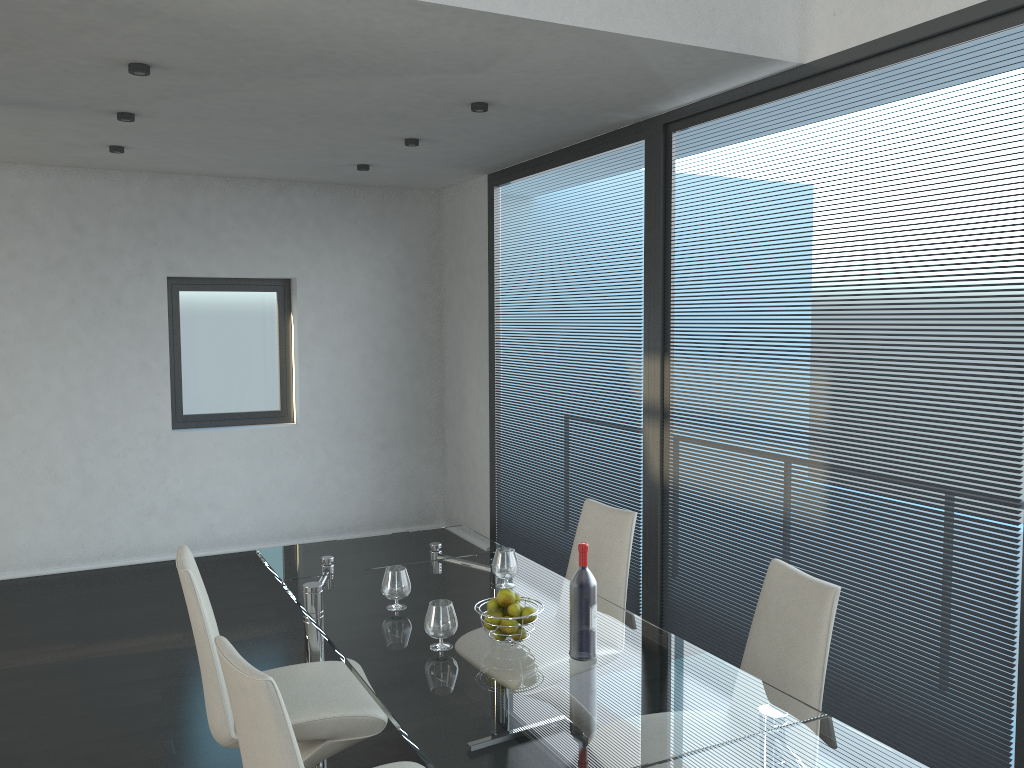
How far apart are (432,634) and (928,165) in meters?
2.3

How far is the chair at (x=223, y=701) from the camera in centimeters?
262cm

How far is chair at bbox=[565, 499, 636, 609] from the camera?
3.3m

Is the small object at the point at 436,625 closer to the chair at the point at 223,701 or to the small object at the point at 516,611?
the small object at the point at 516,611

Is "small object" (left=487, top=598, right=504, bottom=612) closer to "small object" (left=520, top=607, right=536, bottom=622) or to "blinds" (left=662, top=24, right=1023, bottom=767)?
"small object" (left=520, top=607, right=536, bottom=622)

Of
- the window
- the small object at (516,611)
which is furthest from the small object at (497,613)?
Answer: the window

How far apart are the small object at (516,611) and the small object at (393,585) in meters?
0.5 m

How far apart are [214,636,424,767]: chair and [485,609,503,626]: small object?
0.5 meters

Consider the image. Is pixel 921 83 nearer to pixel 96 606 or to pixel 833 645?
pixel 833 645

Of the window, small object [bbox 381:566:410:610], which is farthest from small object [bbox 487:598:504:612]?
the window
